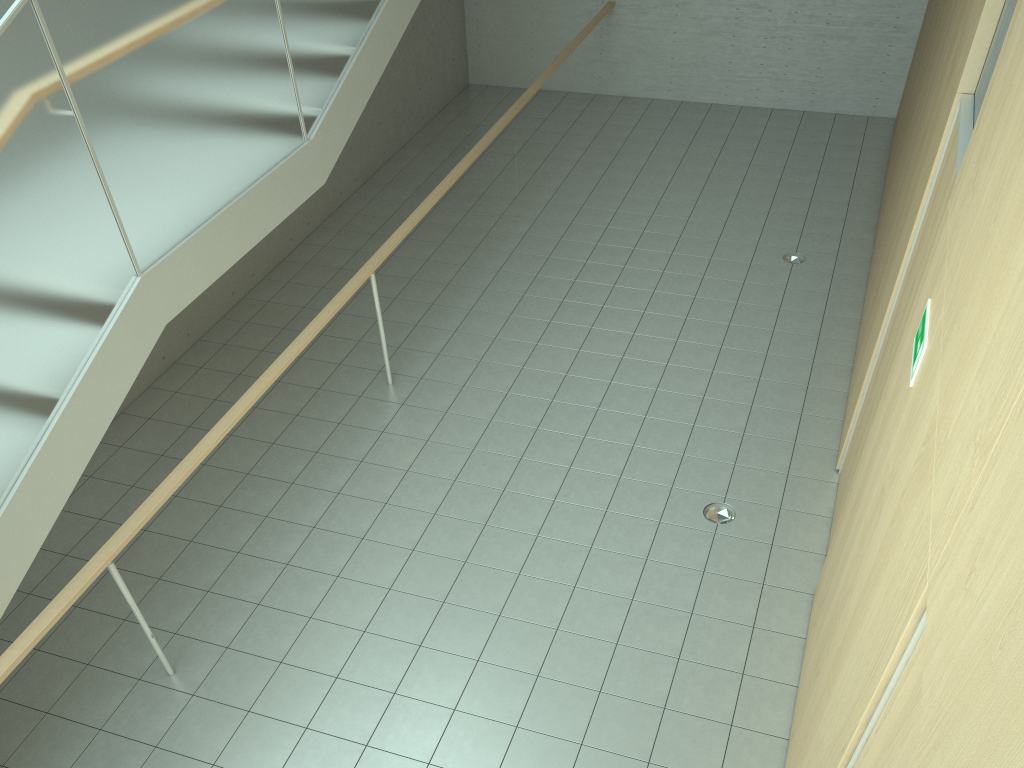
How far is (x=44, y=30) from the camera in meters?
3.3

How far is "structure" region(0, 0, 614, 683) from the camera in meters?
3.3 m

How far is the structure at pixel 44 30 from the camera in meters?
3.3

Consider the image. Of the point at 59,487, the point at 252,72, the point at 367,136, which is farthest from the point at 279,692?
the point at 367,136
